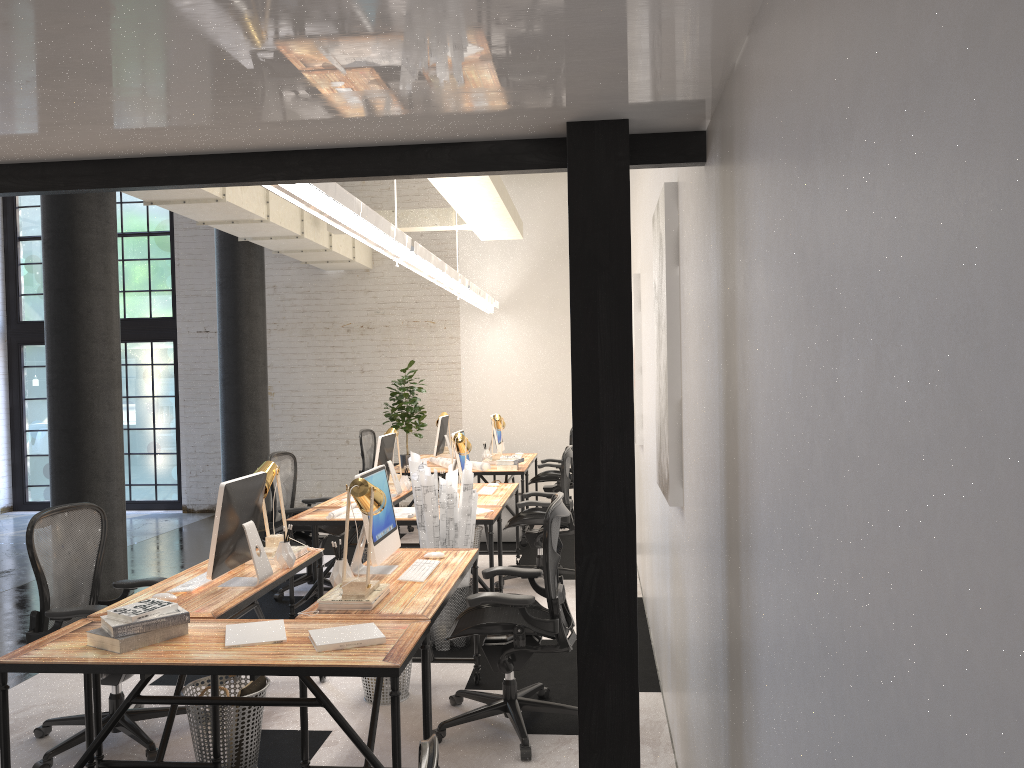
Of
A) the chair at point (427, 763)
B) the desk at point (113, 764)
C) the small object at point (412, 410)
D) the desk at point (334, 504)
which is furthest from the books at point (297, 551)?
the small object at point (412, 410)

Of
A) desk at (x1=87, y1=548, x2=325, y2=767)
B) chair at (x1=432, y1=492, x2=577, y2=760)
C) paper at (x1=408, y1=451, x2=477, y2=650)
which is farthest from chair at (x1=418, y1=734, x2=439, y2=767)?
paper at (x1=408, y1=451, x2=477, y2=650)

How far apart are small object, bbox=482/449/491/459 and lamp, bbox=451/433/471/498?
2.77m

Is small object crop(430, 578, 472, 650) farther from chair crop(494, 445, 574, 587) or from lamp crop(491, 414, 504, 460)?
lamp crop(491, 414, 504, 460)

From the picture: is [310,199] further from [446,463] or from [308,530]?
[446,463]

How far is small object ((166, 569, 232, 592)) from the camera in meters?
3.9 m

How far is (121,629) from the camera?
3.0m

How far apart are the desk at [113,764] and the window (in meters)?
7.52

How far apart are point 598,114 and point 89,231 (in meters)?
5.61

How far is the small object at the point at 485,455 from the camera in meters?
9.4
